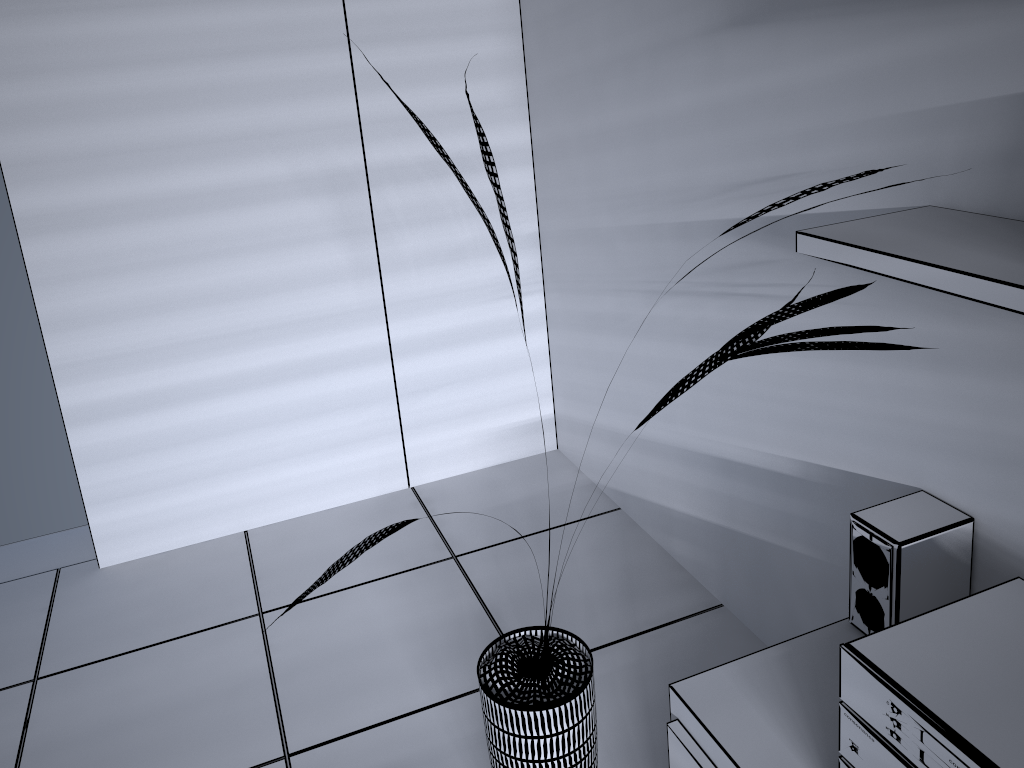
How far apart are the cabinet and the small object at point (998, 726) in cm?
13

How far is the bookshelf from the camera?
1.1 meters

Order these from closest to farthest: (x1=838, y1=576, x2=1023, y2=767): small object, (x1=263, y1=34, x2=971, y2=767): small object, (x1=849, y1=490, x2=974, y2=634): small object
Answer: (x1=838, y1=576, x2=1023, y2=767): small object → (x1=263, y1=34, x2=971, y2=767): small object → (x1=849, y1=490, x2=974, y2=634): small object

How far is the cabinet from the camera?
1.44m

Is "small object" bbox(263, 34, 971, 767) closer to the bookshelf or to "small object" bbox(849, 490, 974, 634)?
the bookshelf

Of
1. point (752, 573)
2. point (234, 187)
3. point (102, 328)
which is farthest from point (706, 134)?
point (102, 328)

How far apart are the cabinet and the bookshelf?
0.8 meters

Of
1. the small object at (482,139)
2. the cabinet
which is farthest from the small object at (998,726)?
the small object at (482,139)

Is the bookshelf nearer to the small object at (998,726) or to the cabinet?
the small object at (998,726)

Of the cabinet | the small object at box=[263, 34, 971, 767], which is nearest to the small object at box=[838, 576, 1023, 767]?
the cabinet
